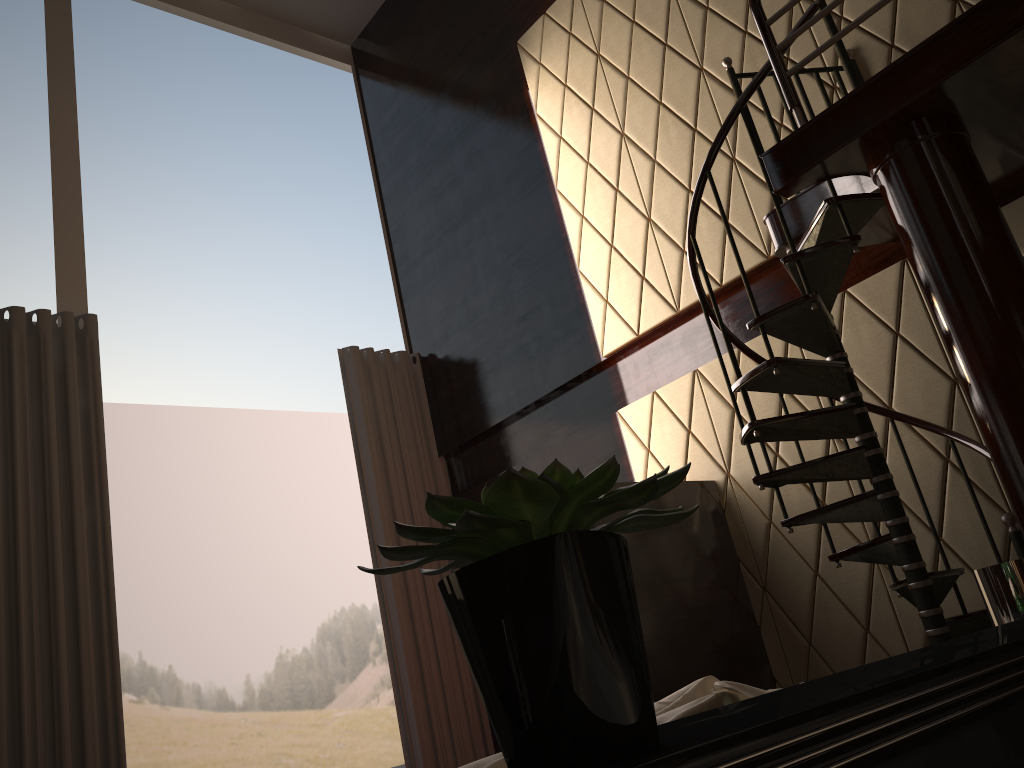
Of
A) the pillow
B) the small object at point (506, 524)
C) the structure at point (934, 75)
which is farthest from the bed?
the structure at point (934, 75)

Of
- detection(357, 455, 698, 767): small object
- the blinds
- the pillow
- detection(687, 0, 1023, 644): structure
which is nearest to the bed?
detection(357, 455, 698, 767): small object

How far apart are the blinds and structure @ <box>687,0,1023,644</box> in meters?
2.9 m

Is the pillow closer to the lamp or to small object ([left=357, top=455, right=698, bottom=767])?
small object ([left=357, top=455, right=698, bottom=767])

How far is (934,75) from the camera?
2.8m

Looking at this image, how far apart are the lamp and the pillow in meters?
0.5 m

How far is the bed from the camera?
0.6m

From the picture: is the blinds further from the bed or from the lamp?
the bed

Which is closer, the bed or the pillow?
the bed

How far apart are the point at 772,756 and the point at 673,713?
0.51m
